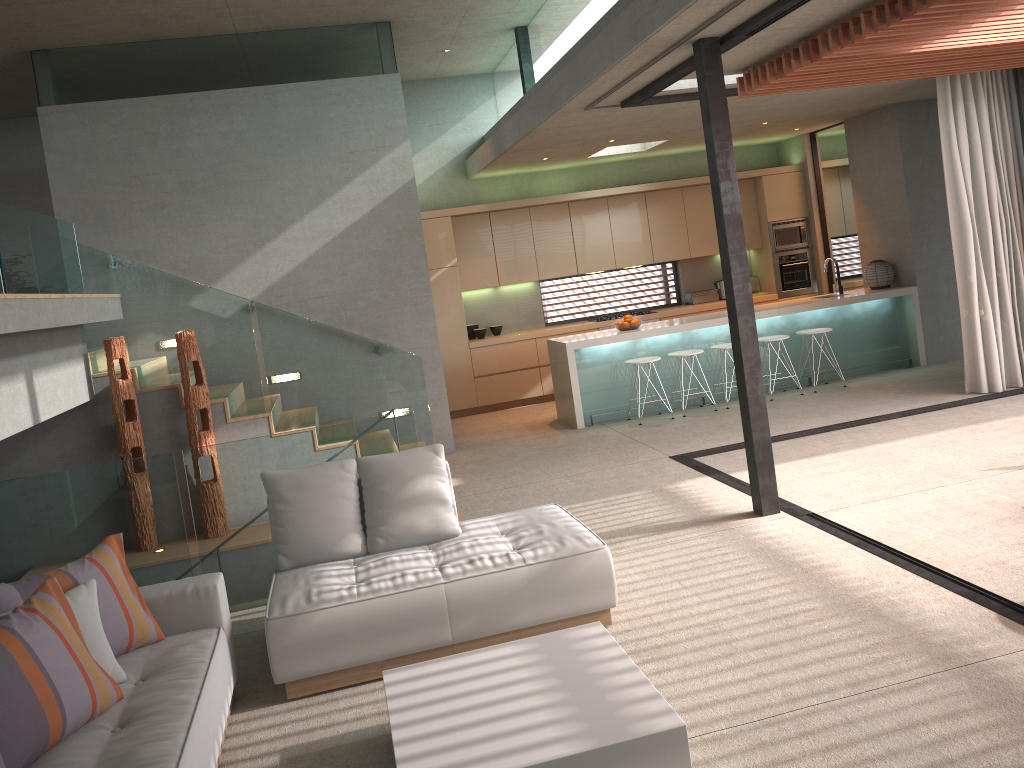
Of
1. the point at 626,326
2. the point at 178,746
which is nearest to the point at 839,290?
the point at 626,326

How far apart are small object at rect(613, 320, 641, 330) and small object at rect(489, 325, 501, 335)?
2.3m

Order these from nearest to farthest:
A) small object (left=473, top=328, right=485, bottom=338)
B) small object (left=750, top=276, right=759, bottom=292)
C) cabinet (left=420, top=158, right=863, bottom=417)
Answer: cabinet (left=420, top=158, right=863, bottom=417), small object (left=473, top=328, right=485, bottom=338), small object (left=750, top=276, right=759, bottom=292)

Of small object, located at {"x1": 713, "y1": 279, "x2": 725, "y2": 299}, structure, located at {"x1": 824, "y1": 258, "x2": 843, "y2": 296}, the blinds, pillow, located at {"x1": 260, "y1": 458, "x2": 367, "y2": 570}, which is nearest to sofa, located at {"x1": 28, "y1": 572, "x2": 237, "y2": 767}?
pillow, located at {"x1": 260, "y1": 458, "x2": 367, "y2": 570}

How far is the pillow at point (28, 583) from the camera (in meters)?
3.42

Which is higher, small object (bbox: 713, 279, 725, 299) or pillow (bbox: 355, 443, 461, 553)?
small object (bbox: 713, 279, 725, 299)

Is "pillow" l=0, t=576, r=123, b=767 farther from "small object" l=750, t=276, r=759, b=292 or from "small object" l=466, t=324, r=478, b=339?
"small object" l=750, t=276, r=759, b=292

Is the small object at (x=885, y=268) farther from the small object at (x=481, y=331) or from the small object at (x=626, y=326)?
the small object at (x=481, y=331)

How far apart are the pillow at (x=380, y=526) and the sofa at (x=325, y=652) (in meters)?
0.03

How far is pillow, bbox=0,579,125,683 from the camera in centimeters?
336cm
